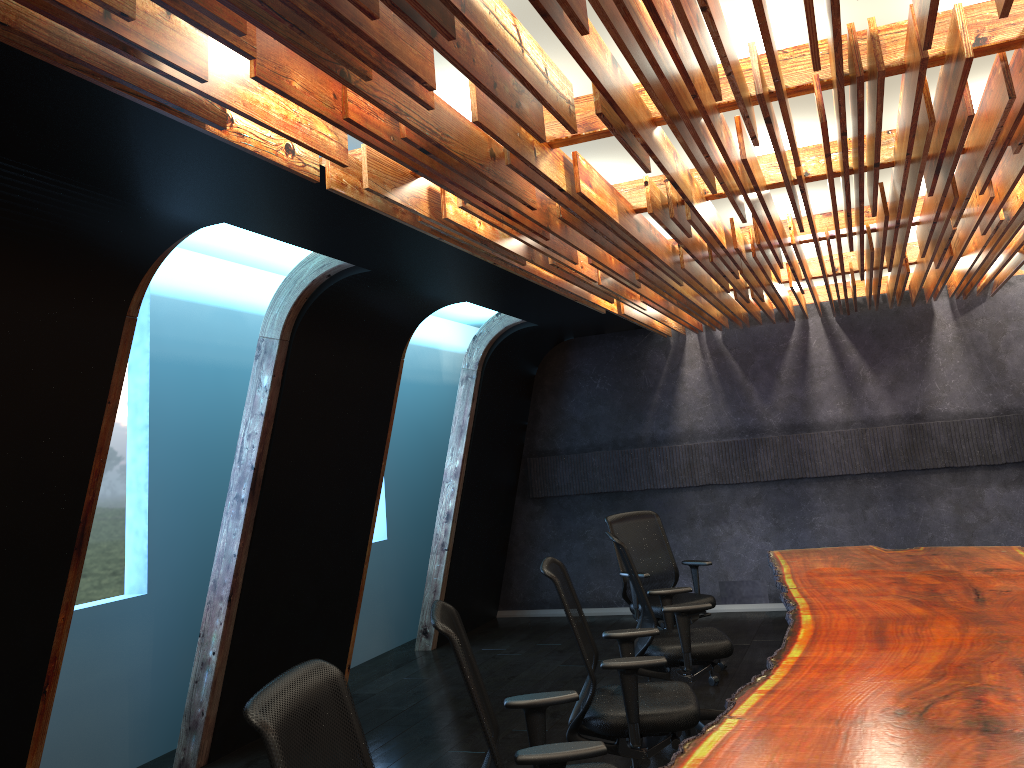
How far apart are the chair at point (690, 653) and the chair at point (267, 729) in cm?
306

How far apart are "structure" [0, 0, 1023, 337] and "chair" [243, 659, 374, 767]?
1.7m

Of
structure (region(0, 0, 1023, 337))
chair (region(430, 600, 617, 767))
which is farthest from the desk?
structure (region(0, 0, 1023, 337))

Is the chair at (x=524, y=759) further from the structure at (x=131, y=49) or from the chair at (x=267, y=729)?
the structure at (x=131, y=49)

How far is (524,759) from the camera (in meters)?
2.93

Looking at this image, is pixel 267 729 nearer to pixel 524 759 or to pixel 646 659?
pixel 524 759

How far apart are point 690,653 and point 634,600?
1.6m

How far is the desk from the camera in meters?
2.7 m

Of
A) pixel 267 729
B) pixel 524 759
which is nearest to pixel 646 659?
pixel 524 759

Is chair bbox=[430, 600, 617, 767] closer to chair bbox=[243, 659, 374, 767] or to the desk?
the desk
